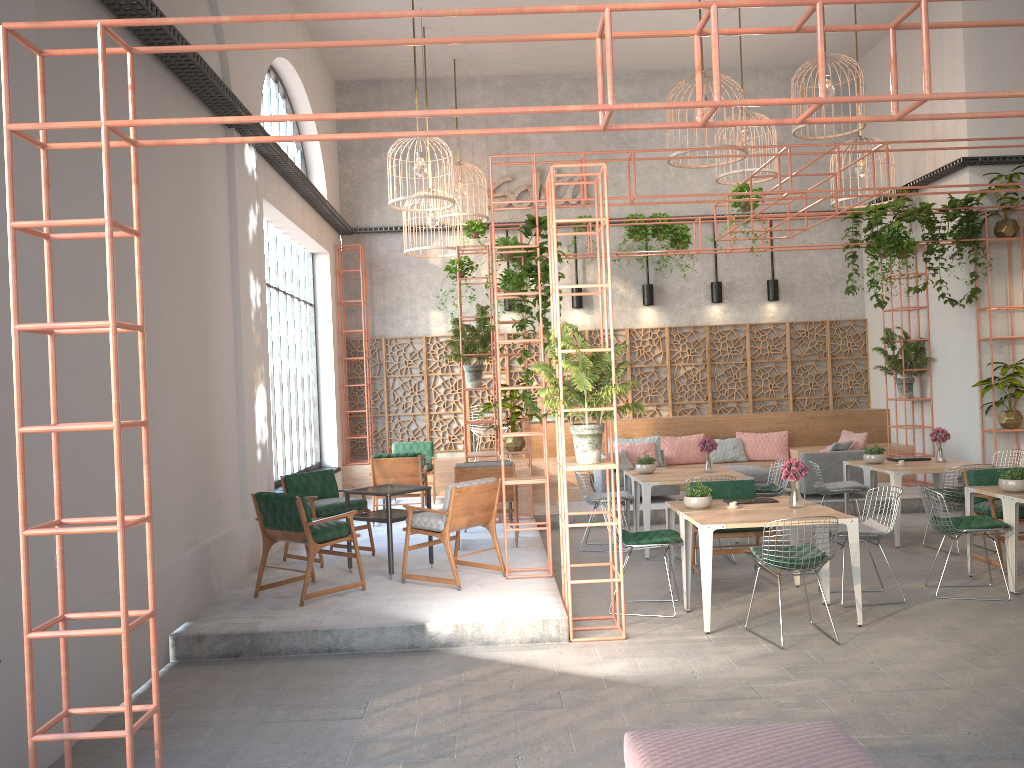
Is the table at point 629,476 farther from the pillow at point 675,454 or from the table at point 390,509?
the pillow at point 675,454

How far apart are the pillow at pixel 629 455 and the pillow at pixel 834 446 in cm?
256

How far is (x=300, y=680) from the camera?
6.0 meters

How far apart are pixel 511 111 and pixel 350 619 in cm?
447

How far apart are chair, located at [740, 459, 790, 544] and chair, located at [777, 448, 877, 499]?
1.8m

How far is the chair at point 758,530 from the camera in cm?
824

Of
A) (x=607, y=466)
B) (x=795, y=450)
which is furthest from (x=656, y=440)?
(x=607, y=466)

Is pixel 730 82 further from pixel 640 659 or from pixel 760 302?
pixel 760 302

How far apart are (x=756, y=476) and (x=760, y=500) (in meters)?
4.70

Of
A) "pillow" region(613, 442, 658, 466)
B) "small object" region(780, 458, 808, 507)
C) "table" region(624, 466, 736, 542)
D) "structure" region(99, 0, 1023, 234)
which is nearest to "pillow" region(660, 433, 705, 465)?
"pillow" region(613, 442, 658, 466)
